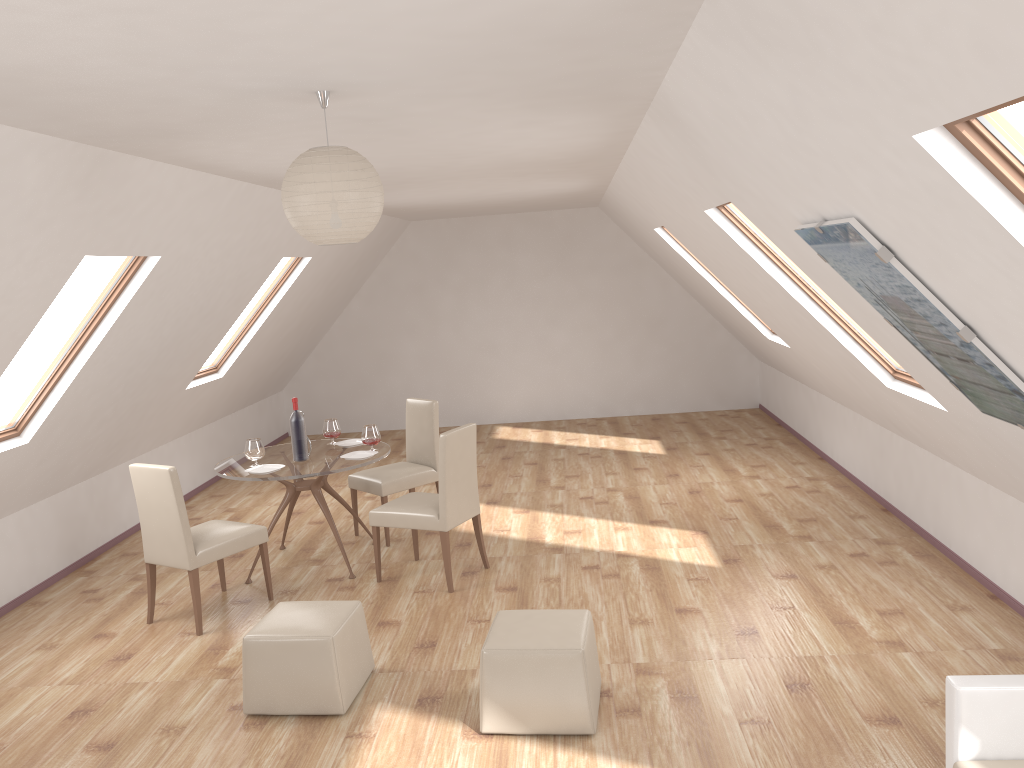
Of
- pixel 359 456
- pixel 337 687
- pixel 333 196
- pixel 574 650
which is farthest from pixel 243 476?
pixel 333 196

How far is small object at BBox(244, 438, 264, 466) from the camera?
5.9 meters

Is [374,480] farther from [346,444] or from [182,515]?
[182,515]

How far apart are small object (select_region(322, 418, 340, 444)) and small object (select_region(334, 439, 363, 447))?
0.1 meters

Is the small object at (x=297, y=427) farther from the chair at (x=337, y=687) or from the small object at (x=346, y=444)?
the chair at (x=337, y=687)

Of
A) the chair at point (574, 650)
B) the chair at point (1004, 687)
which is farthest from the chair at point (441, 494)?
the chair at point (1004, 687)

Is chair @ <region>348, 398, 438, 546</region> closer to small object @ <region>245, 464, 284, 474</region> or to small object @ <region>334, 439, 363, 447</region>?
small object @ <region>334, 439, 363, 447</region>

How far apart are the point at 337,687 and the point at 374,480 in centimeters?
A: 260cm

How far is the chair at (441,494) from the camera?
5.5m

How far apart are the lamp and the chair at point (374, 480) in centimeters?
373cm
